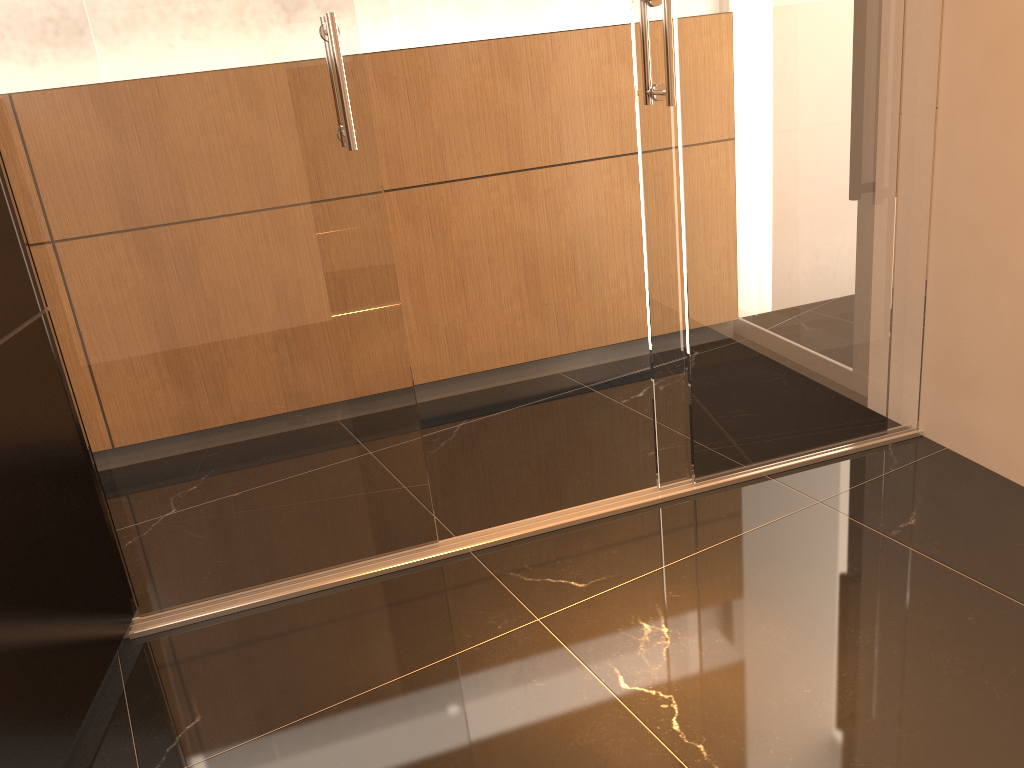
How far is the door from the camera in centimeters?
207cm

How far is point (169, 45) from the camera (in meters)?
2.07

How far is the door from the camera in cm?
207
